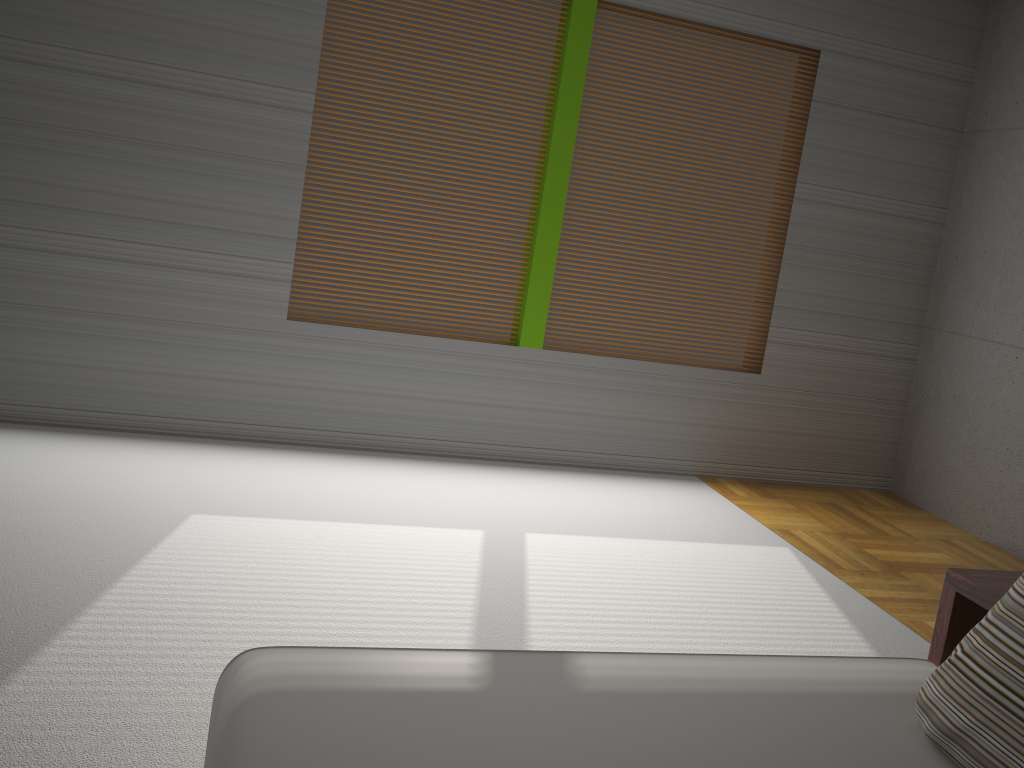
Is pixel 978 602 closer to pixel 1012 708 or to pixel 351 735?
pixel 1012 708

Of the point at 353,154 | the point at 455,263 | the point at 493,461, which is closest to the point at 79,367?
the point at 353,154

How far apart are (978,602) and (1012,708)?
0.5m

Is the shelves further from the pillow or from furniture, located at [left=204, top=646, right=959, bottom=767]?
the pillow

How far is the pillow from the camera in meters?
1.5

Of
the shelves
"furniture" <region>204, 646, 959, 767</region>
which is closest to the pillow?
"furniture" <region>204, 646, 959, 767</region>

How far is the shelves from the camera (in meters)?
2.00

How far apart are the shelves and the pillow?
0.3 meters

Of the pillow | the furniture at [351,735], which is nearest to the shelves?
the furniture at [351,735]

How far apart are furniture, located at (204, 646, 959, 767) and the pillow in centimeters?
2cm
